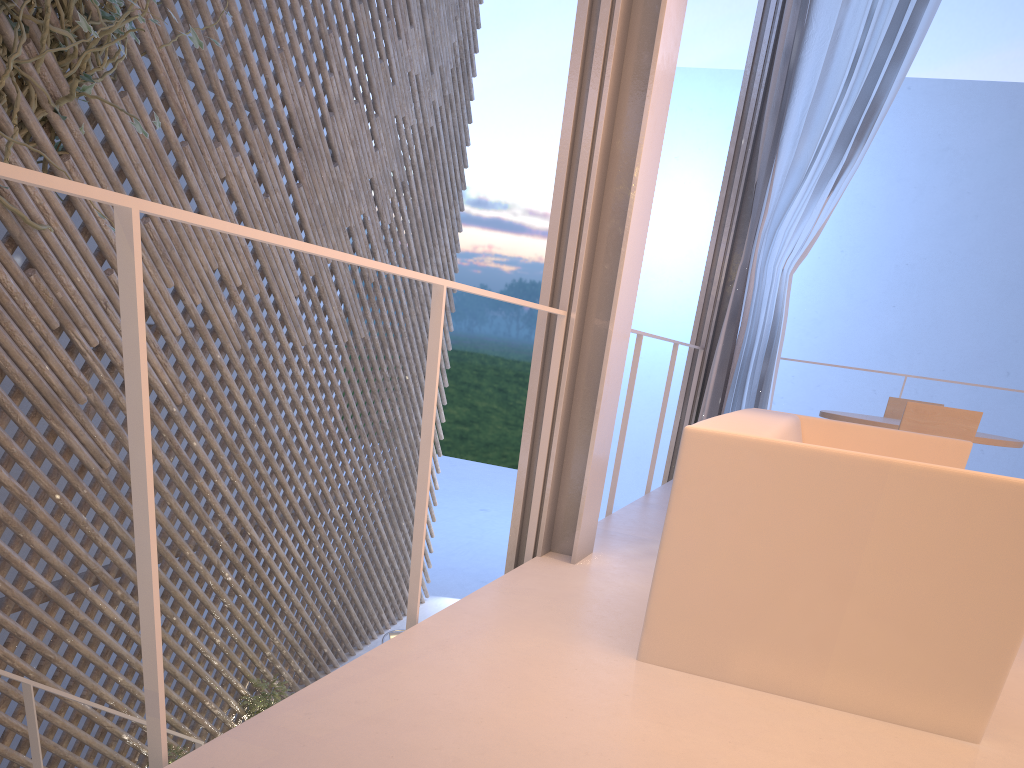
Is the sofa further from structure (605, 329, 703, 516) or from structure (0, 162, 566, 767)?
structure (605, 329, 703, 516)

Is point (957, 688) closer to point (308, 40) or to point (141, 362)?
point (141, 362)

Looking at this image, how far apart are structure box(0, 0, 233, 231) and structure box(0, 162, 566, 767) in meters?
1.4

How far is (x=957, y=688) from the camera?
1.1 meters

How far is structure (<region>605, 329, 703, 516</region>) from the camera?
2.46m

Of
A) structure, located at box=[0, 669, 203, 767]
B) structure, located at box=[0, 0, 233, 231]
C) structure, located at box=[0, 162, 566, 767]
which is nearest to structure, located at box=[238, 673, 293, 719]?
structure, located at box=[0, 669, 203, 767]

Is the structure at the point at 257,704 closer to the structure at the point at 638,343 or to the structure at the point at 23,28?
the structure at the point at 638,343

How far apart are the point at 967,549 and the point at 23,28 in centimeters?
247cm

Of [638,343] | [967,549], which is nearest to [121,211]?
[967,549]

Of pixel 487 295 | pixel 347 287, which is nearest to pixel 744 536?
pixel 487 295
